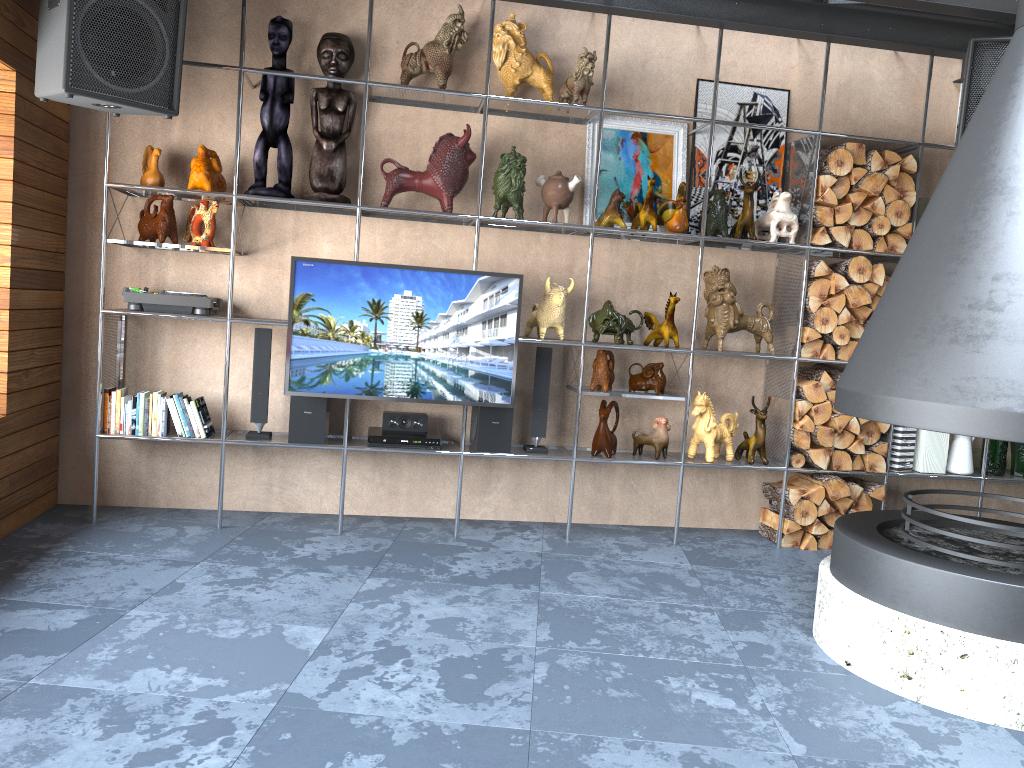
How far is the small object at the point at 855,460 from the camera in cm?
464

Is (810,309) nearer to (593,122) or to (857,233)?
(857,233)

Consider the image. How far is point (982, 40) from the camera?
3.9m

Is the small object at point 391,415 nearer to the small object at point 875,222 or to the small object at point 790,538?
the small object at point 790,538

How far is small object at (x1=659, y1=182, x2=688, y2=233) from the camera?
4.4m

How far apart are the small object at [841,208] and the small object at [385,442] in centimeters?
229cm

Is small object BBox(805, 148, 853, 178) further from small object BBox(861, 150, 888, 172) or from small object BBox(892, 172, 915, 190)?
small object BBox(892, 172, 915, 190)

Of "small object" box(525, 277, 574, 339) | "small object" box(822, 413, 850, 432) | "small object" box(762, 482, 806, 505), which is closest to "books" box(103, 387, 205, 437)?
"small object" box(525, 277, 574, 339)

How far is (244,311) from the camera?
4.5m

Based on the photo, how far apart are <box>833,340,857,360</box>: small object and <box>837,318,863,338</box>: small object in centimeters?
4cm
